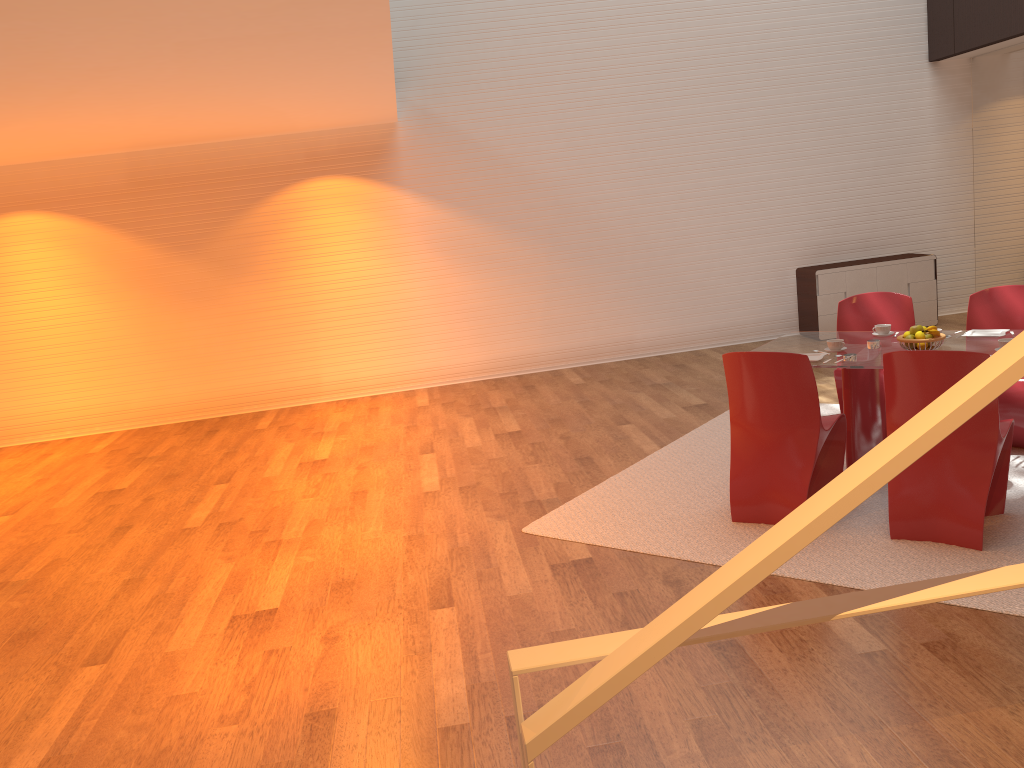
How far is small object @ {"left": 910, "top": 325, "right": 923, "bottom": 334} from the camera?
4.6 meters

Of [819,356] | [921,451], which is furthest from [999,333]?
[921,451]

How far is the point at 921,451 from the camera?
1.31m

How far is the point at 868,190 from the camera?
9.50m

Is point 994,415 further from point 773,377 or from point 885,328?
point 885,328

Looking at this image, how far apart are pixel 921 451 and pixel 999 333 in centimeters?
409cm

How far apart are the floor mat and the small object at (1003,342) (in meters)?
0.77

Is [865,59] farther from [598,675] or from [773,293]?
[598,675]

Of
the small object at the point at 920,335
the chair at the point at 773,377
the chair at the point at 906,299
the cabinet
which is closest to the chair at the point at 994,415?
the chair at the point at 773,377

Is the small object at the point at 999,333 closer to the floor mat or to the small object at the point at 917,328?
the small object at the point at 917,328
